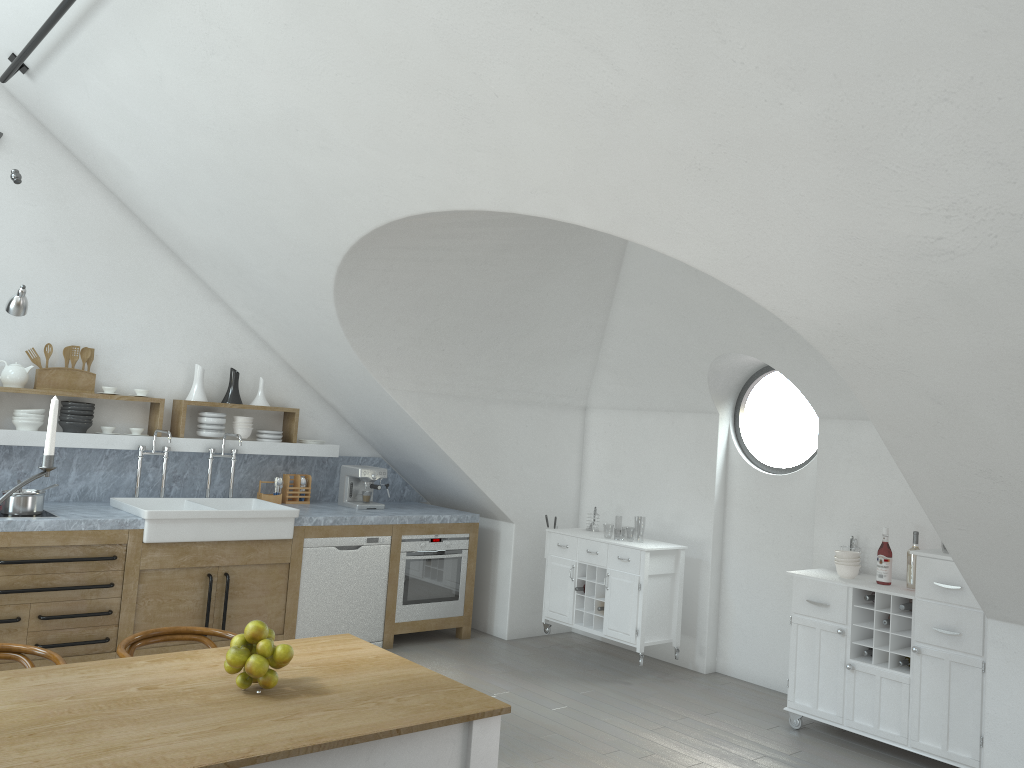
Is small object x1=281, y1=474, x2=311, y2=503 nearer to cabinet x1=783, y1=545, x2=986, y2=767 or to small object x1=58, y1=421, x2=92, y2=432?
small object x1=58, y1=421, x2=92, y2=432

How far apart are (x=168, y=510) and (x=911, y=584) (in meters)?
4.40

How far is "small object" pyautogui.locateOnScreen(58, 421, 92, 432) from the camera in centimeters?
578cm

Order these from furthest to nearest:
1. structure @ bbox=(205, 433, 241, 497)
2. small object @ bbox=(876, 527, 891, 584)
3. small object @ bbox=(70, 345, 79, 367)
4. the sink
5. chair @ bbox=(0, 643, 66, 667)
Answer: structure @ bbox=(205, 433, 241, 497), small object @ bbox=(70, 345, 79, 367), the sink, small object @ bbox=(876, 527, 891, 584), chair @ bbox=(0, 643, 66, 667)

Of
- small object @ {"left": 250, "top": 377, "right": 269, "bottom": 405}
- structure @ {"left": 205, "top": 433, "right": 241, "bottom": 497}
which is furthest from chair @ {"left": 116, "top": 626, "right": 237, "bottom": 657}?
small object @ {"left": 250, "top": 377, "right": 269, "bottom": 405}

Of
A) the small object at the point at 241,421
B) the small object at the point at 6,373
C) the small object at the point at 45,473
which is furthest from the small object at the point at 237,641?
the small object at the point at 241,421

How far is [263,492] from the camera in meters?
6.8 m

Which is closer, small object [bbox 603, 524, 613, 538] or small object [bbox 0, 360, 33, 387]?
small object [bbox 0, 360, 33, 387]

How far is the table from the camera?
2.3 meters

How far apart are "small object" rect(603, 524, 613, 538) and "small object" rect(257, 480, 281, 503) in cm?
4381
